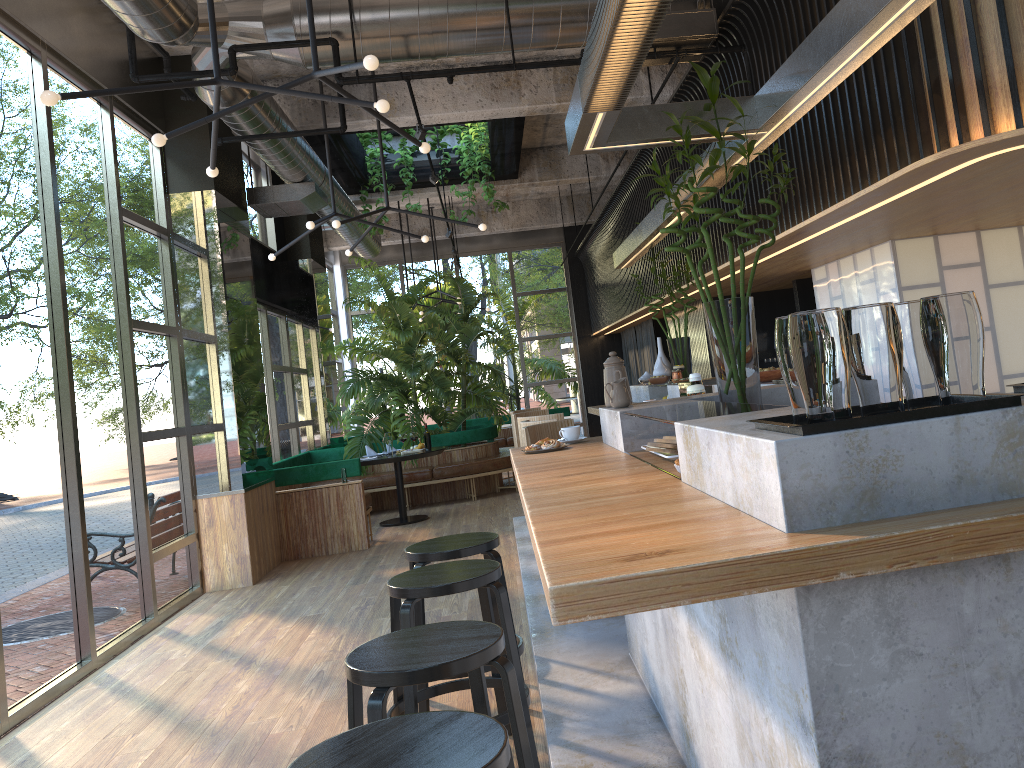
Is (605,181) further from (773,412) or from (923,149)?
(773,412)

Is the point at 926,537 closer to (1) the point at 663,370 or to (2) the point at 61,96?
(2) the point at 61,96

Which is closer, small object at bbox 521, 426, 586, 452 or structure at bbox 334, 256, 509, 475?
small object at bbox 521, 426, 586, 452

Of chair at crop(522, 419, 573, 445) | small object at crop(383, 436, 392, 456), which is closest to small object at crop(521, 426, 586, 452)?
chair at crop(522, 419, 573, 445)

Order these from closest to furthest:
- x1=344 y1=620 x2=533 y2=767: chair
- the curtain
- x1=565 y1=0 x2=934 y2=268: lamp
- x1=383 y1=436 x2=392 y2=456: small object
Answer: x1=344 y1=620 x2=533 y2=767: chair < x1=565 y1=0 x2=934 y2=268: lamp < x1=383 y1=436 x2=392 y2=456: small object < the curtain

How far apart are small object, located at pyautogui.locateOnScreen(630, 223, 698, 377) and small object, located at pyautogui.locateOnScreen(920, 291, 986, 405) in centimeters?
596cm

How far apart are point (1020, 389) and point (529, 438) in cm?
309

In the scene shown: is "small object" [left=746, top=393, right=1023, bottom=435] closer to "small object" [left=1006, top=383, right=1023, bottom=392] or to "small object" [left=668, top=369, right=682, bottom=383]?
"small object" [left=1006, top=383, right=1023, bottom=392]

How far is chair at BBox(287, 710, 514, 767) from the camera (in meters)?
1.63

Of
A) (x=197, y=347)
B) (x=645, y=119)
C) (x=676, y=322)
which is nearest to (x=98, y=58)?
(x=197, y=347)
